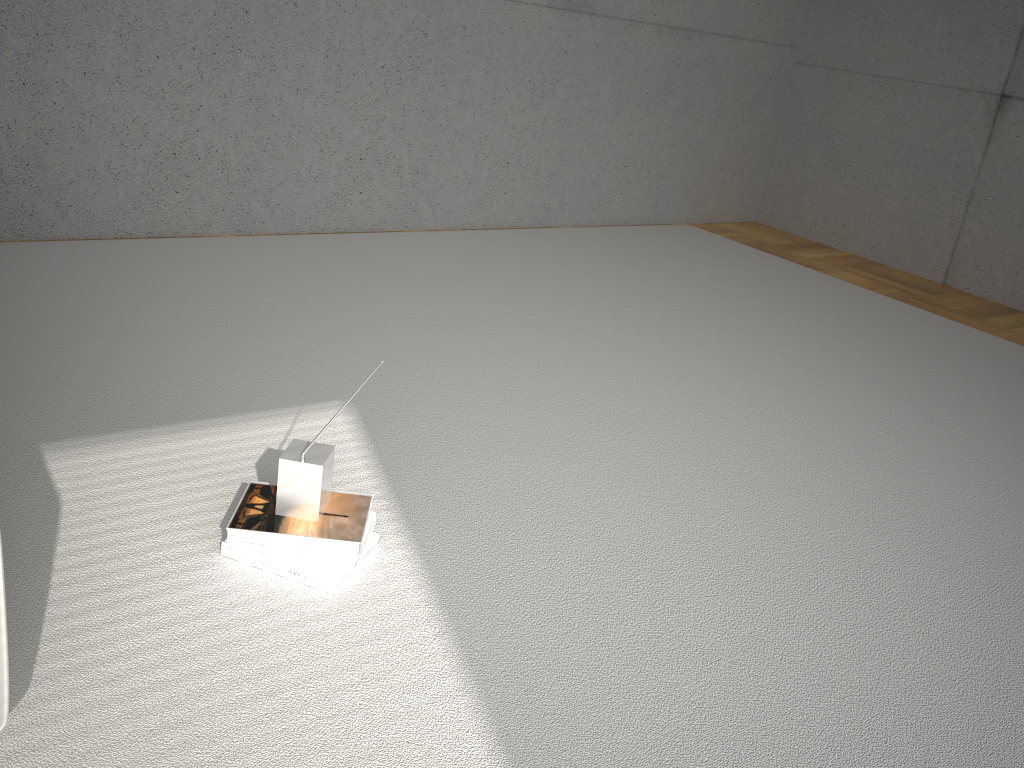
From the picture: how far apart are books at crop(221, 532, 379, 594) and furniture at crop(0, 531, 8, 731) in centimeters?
62cm

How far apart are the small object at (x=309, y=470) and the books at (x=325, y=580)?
0.11m

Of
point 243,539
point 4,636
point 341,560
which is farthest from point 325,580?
point 4,636

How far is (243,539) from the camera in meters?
1.8 m

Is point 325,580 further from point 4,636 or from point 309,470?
point 4,636

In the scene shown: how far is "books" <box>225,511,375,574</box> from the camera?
1.8m

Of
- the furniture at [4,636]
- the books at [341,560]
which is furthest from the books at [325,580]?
the furniture at [4,636]

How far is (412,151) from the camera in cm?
434

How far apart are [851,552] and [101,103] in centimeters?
314cm

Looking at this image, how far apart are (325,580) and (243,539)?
0.2m
